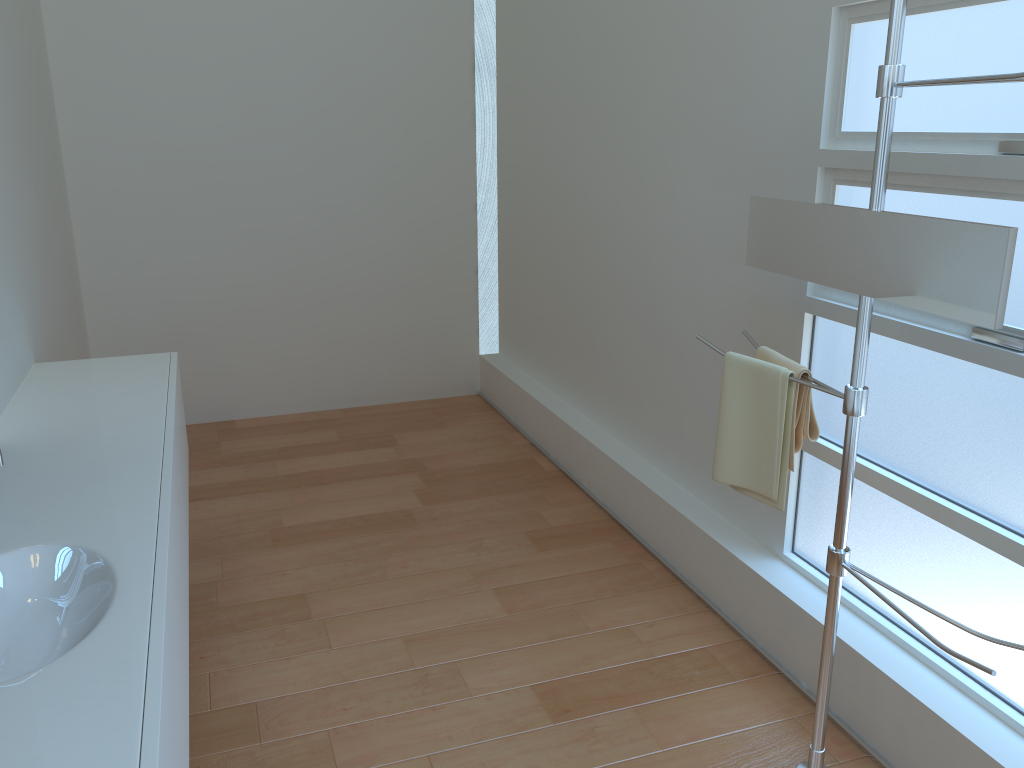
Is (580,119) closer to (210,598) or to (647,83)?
(647,83)

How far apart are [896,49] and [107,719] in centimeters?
175cm

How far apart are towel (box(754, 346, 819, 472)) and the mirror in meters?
0.2

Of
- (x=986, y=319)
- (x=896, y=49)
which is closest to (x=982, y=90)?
(x=896, y=49)

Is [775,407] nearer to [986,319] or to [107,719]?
[986,319]

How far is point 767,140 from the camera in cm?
258

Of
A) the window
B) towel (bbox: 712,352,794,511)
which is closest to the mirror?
towel (bbox: 712,352,794,511)

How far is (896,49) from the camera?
1.68m

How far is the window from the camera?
1.9 meters

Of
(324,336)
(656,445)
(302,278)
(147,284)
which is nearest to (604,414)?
(656,445)
